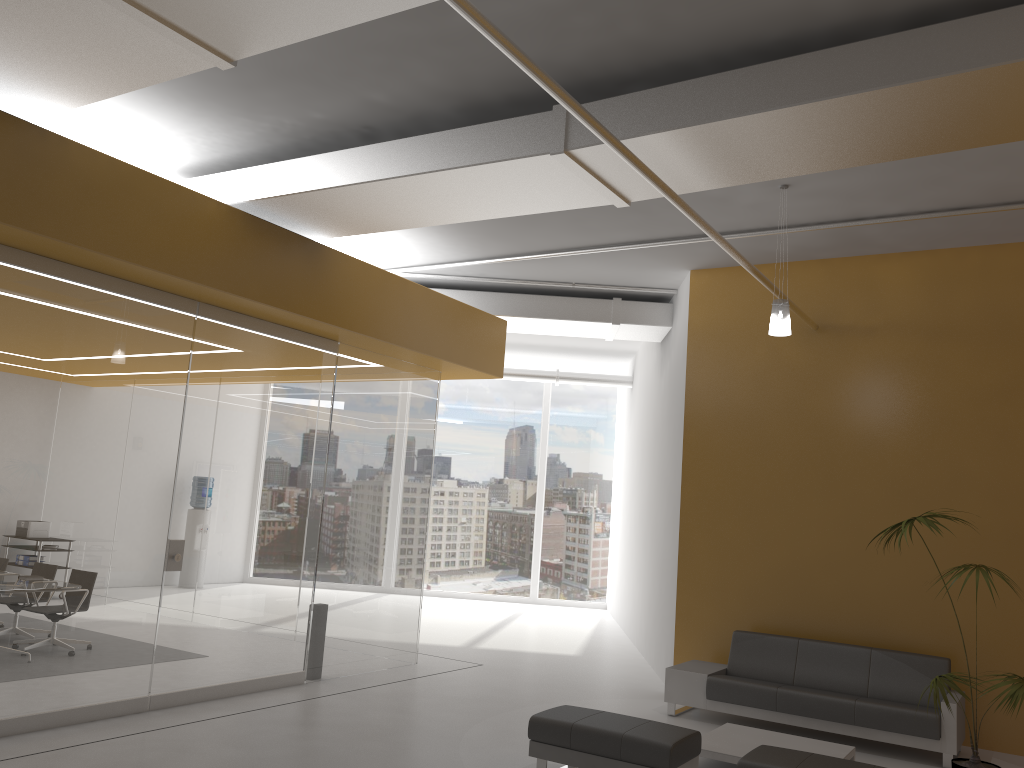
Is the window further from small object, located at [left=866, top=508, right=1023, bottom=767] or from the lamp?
small object, located at [left=866, top=508, right=1023, bottom=767]

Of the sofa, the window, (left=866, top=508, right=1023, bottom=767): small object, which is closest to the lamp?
(left=866, top=508, right=1023, bottom=767): small object

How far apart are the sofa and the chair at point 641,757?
2.10m

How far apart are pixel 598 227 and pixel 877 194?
2.5 meters

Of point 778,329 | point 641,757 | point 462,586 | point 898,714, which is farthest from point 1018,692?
point 462,586

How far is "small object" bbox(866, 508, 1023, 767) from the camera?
5.2m

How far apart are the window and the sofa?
8.73m

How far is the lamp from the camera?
6.9 meters

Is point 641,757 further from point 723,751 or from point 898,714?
point 898,714

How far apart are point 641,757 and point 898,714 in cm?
281
